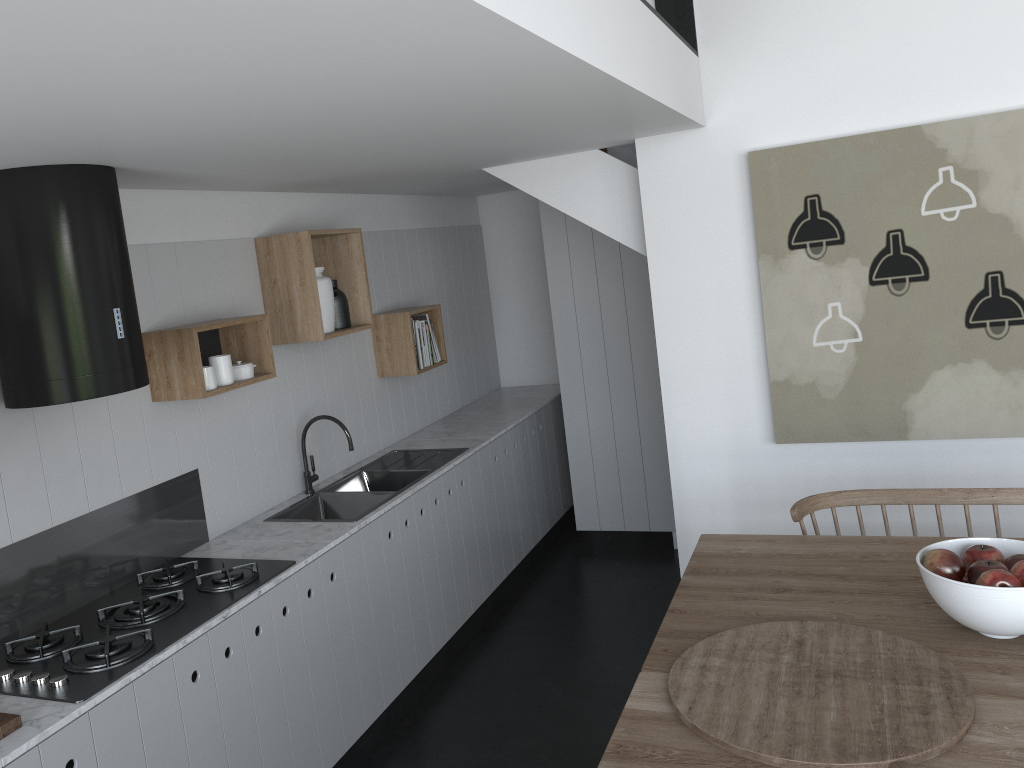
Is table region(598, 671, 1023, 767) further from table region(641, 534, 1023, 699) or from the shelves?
the shelves

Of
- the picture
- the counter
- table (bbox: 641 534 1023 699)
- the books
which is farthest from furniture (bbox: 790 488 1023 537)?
the books

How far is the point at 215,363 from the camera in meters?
3.3

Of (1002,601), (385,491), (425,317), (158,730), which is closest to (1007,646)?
(1002,601)

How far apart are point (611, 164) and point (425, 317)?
1.4m

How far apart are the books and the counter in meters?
0.7

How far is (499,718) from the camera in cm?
368

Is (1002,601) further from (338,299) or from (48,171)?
(338,299)

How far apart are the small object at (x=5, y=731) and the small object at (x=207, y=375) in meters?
1.3

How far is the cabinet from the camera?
2.5 meters
